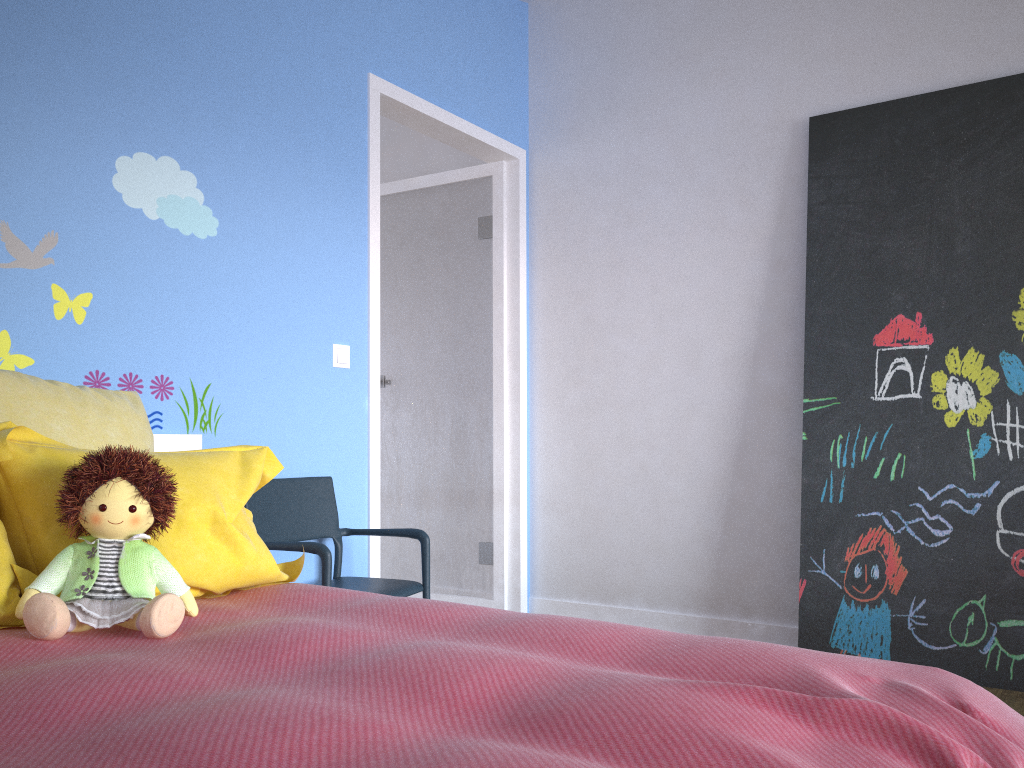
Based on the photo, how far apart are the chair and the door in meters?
0.2 m

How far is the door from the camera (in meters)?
3.82

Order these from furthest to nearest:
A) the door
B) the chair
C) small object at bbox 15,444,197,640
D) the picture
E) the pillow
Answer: the door, the picture, the chair, the pillow, small object at bbox 15,444,197,640

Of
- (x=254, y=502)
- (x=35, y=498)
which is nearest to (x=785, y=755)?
(x=35, y=498)

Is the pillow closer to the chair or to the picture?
the chair

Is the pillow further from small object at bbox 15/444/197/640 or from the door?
the door

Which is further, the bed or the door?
the door

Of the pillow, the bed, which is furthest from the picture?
the pillow

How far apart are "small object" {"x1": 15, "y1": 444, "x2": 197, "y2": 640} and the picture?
2.3m

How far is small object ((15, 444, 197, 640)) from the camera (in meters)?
1.41
